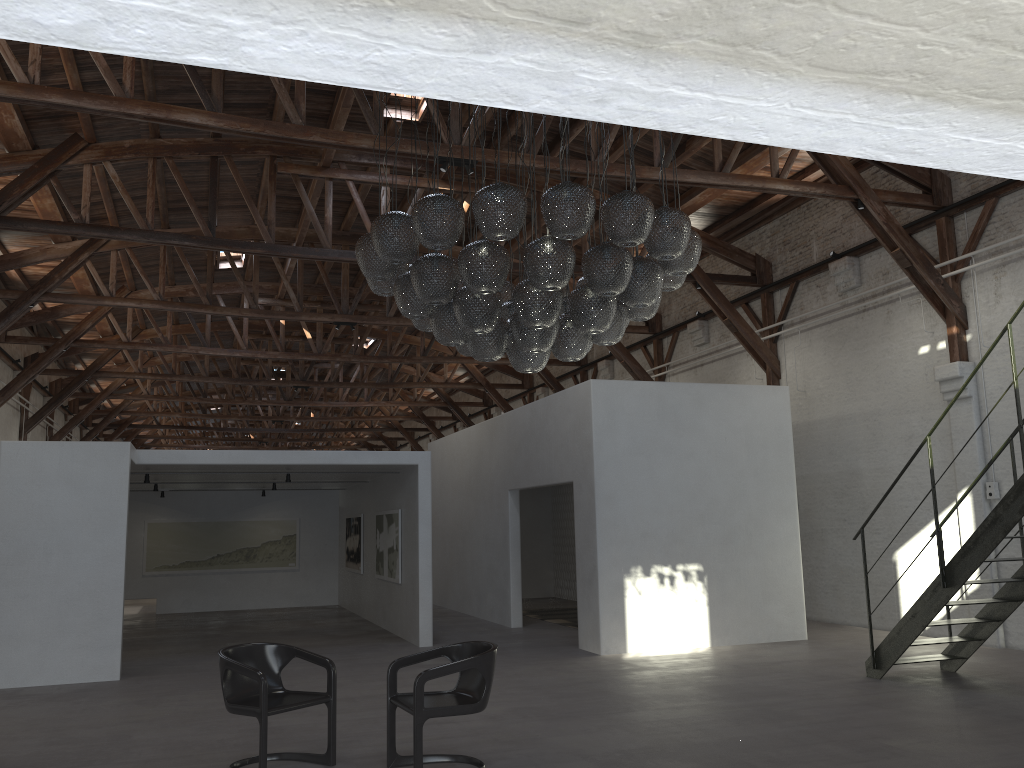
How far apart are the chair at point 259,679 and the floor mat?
7.9m

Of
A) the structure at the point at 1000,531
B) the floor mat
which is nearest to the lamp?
the structure at the point at 1000,531

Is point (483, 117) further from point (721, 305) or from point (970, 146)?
point (721, 305)

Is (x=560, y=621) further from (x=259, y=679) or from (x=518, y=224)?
(x=518, y=224)

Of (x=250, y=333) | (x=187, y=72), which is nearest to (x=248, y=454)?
(x=187, y=72)

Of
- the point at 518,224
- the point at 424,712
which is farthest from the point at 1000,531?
the point at 424,712

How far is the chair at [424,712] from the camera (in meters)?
5.23

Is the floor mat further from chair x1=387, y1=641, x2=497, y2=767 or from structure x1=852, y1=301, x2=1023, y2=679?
chair x1=387, y1=641, x2=497, y2=767

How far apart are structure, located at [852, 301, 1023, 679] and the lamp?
2.62m

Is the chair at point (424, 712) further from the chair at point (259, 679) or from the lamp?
the lamp
